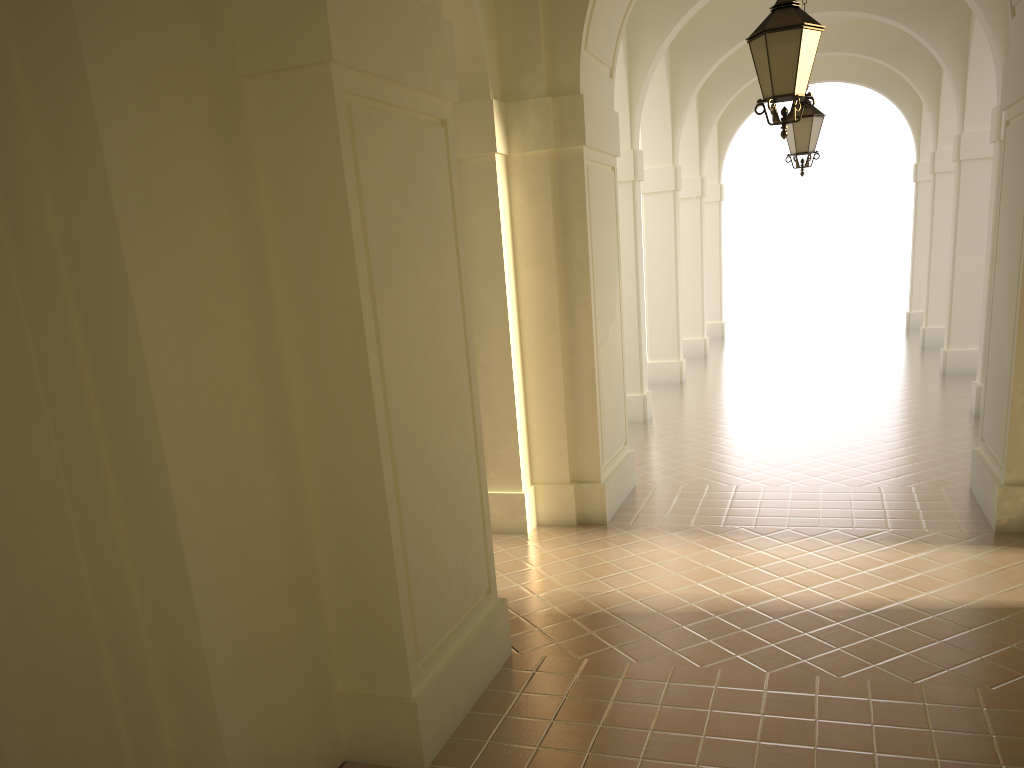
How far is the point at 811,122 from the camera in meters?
10.7 m

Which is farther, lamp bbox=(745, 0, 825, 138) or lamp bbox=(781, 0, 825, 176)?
lamp bbox=(781, 0, 825, 176)

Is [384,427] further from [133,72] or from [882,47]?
[882,47]

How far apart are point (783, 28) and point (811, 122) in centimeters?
508cm

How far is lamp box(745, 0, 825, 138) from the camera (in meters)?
5.98

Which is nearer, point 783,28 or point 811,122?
point 783,28

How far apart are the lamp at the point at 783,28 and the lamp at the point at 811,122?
4.7m

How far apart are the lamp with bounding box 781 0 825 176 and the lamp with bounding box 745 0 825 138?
4.7m

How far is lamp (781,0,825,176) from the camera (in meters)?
10.67
